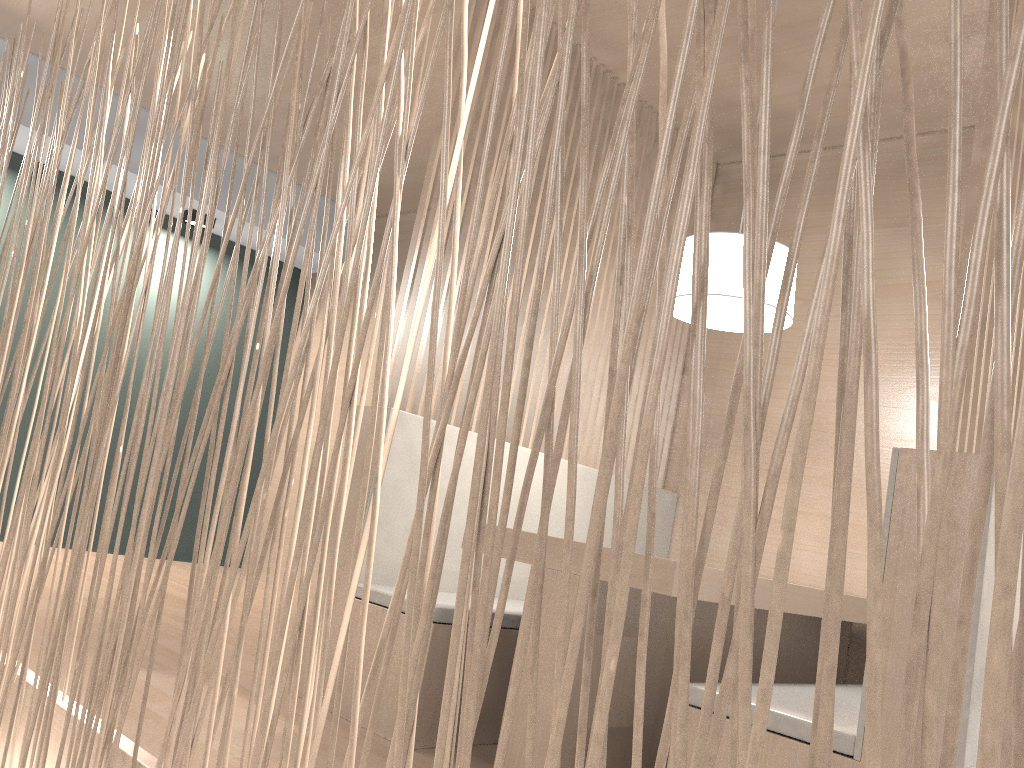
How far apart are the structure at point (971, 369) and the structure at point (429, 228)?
1.1m

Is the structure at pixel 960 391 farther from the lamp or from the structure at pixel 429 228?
the lamp

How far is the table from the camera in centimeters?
133cm

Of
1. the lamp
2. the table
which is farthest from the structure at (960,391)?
the lamp

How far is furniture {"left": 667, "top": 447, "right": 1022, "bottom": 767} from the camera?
0.99m

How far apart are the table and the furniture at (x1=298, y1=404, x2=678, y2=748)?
0.2 meters

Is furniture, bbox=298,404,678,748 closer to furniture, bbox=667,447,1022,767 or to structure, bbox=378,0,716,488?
structure, bbox=378,0,716,488

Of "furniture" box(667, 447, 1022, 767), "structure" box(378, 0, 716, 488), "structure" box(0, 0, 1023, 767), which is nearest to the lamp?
"structure" box(378, 0, 716, 488)

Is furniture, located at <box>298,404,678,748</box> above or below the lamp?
below

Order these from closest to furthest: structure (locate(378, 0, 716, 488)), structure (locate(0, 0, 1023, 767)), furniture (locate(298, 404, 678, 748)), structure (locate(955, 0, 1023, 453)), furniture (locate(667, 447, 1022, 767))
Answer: structure (locate(0, 0, 1023, 767))
furniture (locate(667, 447, 1022, 767))
structure (locate(955, 0, 1023, 453))
furniture (locate(298, 404, 678, 748))
structure (locate(378, 0, 716, 488))
